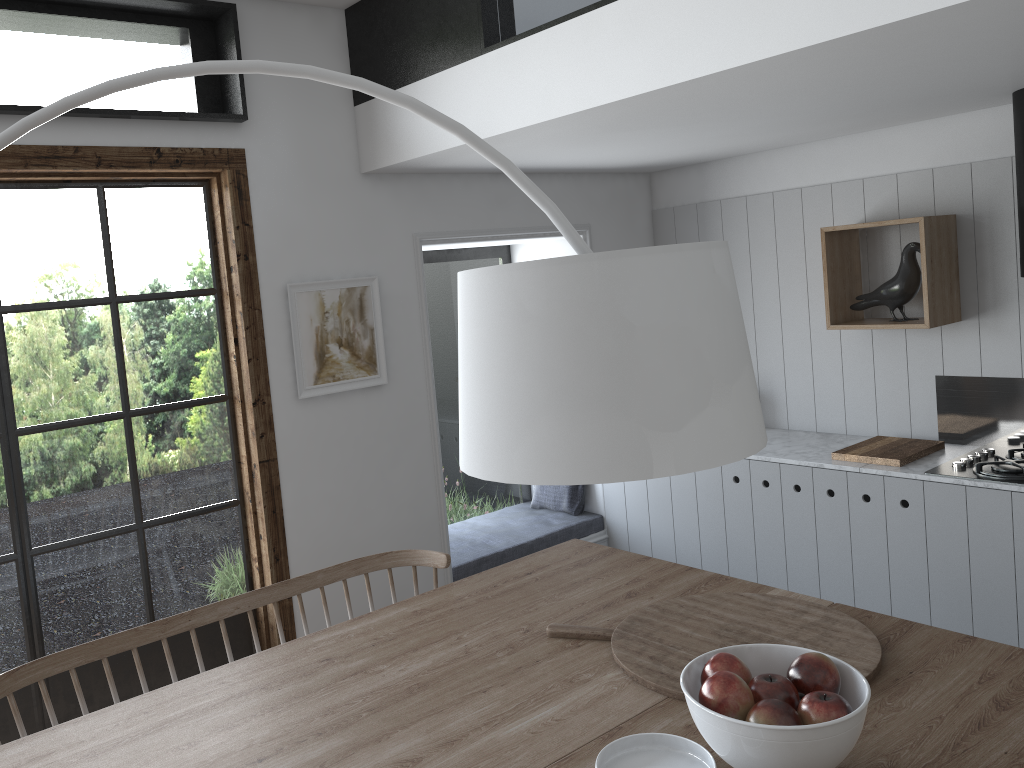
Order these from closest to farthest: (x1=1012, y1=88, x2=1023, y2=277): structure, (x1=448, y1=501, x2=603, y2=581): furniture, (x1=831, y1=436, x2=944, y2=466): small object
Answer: (x1=1012, y1=88, x2=1023, y2=277): structure → (x1=831, y1=436, x2=944, y2=466): small object → (x1=448, y1=501, x2=603, y2=581): furniture

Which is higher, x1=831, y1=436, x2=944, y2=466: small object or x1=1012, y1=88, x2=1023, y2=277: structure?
x1=1012, y1=88, x2=1023, y2=277: structure

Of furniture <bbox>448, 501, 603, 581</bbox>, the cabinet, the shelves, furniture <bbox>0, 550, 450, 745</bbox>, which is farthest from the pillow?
furniture <bbox>0, 550, 450, 745</bbox>

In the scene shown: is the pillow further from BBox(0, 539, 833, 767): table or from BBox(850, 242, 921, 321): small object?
BBox(0, 539, 833, 767): table

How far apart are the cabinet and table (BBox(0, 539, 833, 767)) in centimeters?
136cm

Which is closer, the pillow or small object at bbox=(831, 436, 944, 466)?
small object at bbox=(831, 436, 944, 466)

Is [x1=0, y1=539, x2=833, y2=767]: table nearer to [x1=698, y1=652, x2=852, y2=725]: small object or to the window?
[x1=698, y1=652, x2=852, y2=725]: small object

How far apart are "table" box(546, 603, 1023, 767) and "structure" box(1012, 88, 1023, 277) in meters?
1.9 m

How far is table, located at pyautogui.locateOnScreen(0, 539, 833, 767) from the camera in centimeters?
180cm

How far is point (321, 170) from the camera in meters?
3.6 m
